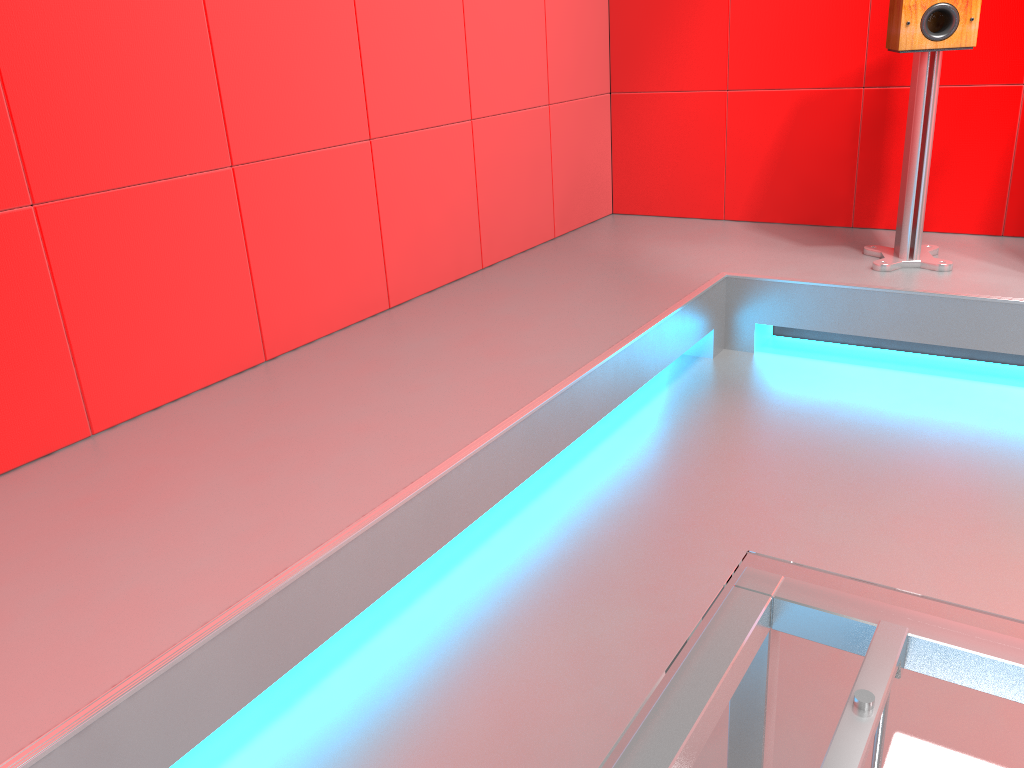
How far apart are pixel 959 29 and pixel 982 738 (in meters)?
2.58

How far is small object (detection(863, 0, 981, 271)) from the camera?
2.5 meters

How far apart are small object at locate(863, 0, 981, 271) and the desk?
2.4 meters

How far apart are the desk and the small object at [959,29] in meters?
2.4 m

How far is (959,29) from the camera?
2.5m

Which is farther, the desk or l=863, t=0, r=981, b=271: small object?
l=863, t=0, r=981, b=271: small object

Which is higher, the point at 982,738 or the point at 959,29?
the point at 959,29

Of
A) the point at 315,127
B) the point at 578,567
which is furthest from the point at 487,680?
the point at 315,127

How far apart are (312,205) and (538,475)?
0.9m
